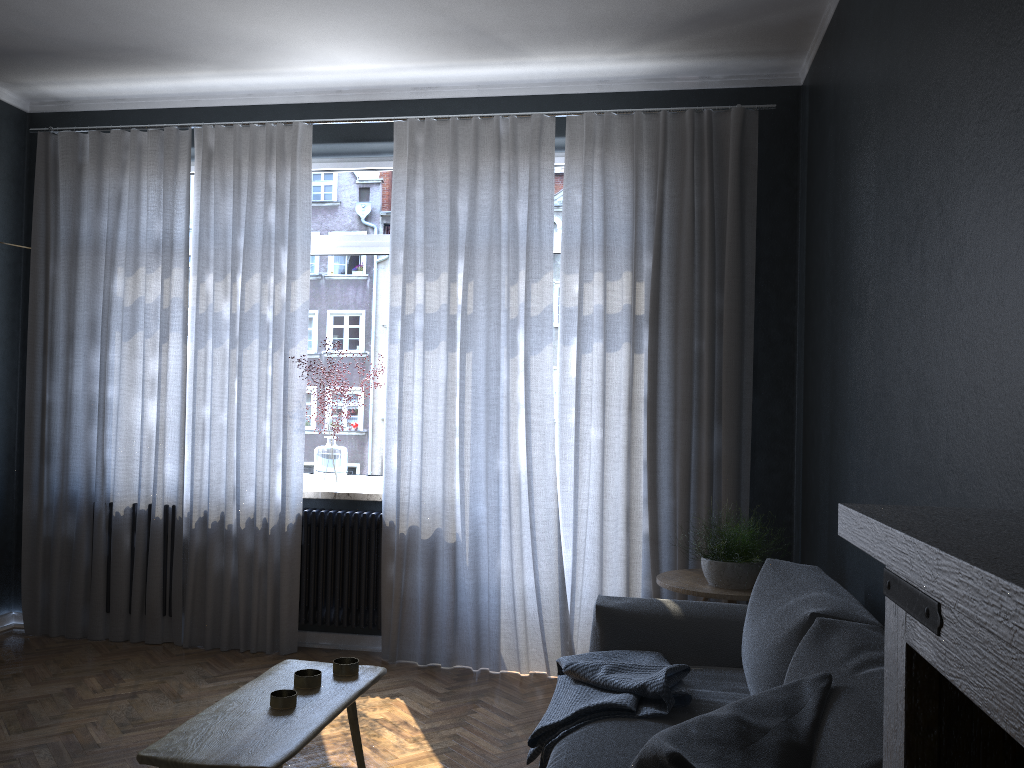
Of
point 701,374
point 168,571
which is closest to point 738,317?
point 701,374

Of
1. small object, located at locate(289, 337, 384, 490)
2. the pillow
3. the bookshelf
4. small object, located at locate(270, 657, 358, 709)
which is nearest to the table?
small object, located at locate(270, 657, 358, 709)

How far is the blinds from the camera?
4.31m

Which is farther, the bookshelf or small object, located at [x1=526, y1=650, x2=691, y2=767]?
small object, located at [x1=526, y1=650, x2=691, y2=767]

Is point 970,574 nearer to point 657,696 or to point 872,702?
point 872,702

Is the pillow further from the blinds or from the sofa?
the blinds

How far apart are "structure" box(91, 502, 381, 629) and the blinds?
0.0m

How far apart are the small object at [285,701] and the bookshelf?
1.5 meters

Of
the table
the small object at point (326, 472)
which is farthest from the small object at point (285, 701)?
the small object at point (326, 472)

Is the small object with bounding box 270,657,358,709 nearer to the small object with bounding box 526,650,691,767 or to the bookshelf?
the small object with bounding box 526,650,691,767
